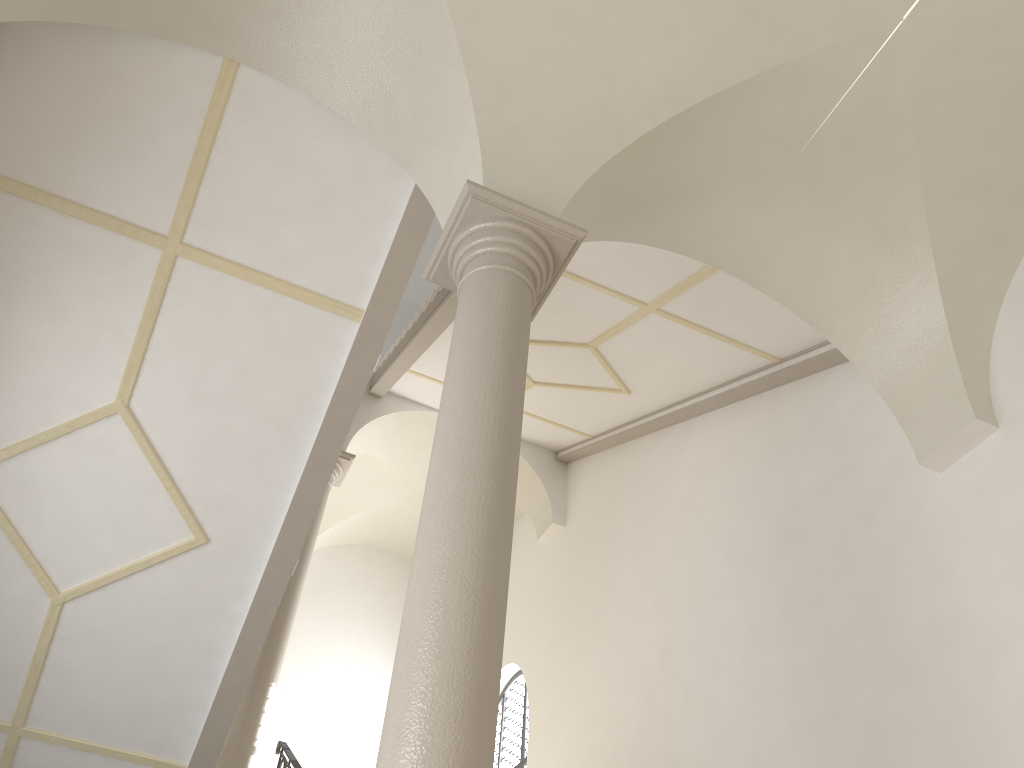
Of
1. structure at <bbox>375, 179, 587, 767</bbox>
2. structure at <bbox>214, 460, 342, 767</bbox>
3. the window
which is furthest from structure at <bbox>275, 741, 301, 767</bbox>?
structure at <bbox>375, 179, 587, 767</bbox>

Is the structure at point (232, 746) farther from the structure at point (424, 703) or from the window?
the structure at point (424, 703)

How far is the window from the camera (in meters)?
11.45

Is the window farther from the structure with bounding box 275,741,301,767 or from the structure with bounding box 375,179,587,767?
the structure with bounding box 375,179,587,767

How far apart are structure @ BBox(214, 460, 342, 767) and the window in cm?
364

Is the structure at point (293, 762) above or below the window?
below

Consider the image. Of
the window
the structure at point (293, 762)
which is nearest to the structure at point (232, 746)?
the structure at point (293, 762)

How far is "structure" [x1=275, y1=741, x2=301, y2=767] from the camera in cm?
756

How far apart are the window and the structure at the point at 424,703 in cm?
794

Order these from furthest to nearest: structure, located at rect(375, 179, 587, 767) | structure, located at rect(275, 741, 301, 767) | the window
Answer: Answer: the window
structure, located at rect(275, 741, 301, 767)
structure, located at rect(375, 179, 587, 767)
